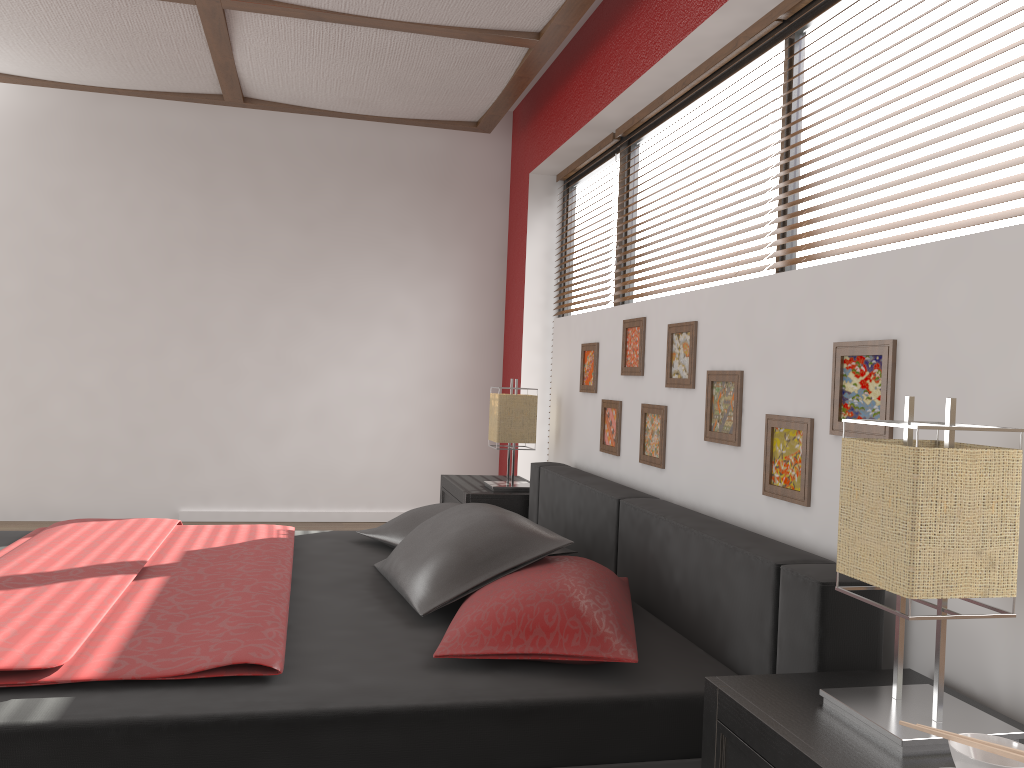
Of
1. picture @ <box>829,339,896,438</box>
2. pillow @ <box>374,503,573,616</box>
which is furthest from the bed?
picture @ <box>829,339,896,438</box>

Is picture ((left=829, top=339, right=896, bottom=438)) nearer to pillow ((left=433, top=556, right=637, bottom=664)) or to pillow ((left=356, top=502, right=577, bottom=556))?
pillow ((left=433, top=556, right=637, bottom=664))

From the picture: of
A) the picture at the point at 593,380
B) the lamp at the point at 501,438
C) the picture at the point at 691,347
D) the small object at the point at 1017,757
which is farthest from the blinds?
the lamp at the point at 501,438

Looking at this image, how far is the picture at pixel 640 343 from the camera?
3.0 meters

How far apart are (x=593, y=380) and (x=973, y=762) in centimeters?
252cm

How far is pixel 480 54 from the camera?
4.0m

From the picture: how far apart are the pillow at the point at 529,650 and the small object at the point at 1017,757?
0.8 meters

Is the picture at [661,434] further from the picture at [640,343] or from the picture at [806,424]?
the picture at [806,424]

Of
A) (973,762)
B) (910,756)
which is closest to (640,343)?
(910,756)

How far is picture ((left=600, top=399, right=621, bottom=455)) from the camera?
3.2 meters
